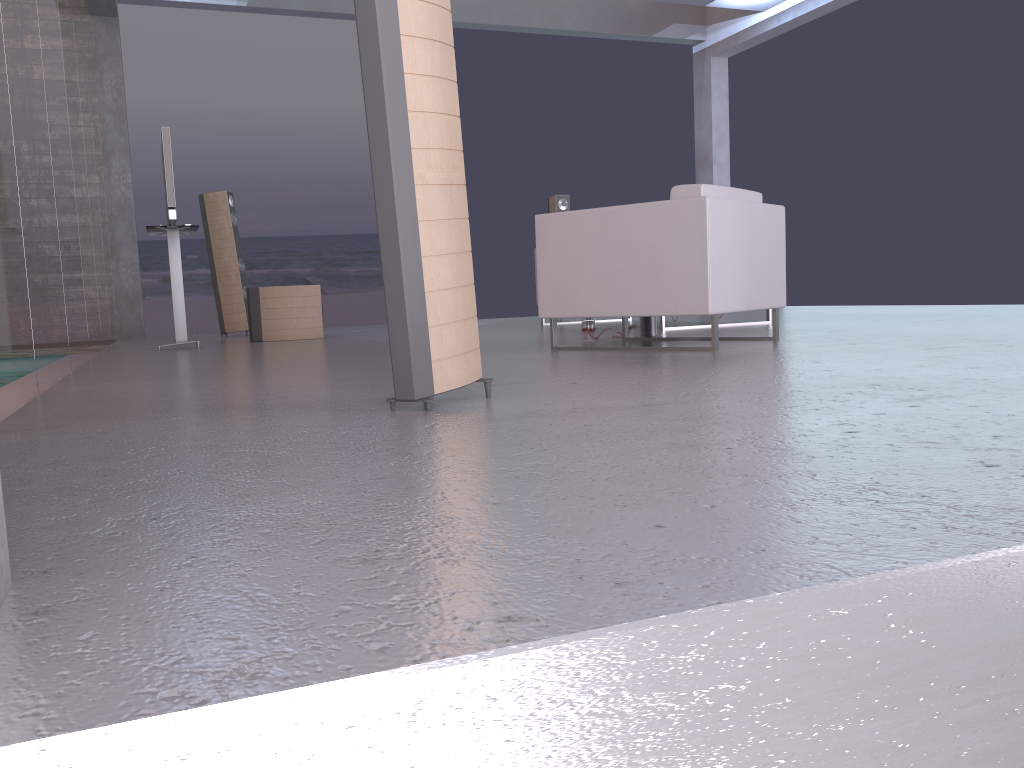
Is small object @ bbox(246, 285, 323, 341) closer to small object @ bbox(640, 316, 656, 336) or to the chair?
small object @ bbox(640, 316, 656, 336)

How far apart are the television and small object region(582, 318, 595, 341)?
3.1 meters

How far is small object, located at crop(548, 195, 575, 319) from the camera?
9.7 meters

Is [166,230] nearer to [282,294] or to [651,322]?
[282,294]

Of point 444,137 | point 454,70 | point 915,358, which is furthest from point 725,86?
point 444,137

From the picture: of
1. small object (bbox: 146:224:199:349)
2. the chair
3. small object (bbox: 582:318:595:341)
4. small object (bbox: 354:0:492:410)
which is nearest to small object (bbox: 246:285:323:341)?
small object (bbox: 146:224:199:349)

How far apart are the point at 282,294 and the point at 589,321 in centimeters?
318cm

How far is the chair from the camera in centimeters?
414cm

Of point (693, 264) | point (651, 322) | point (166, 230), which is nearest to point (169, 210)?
point (166, 230)

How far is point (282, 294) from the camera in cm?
746
